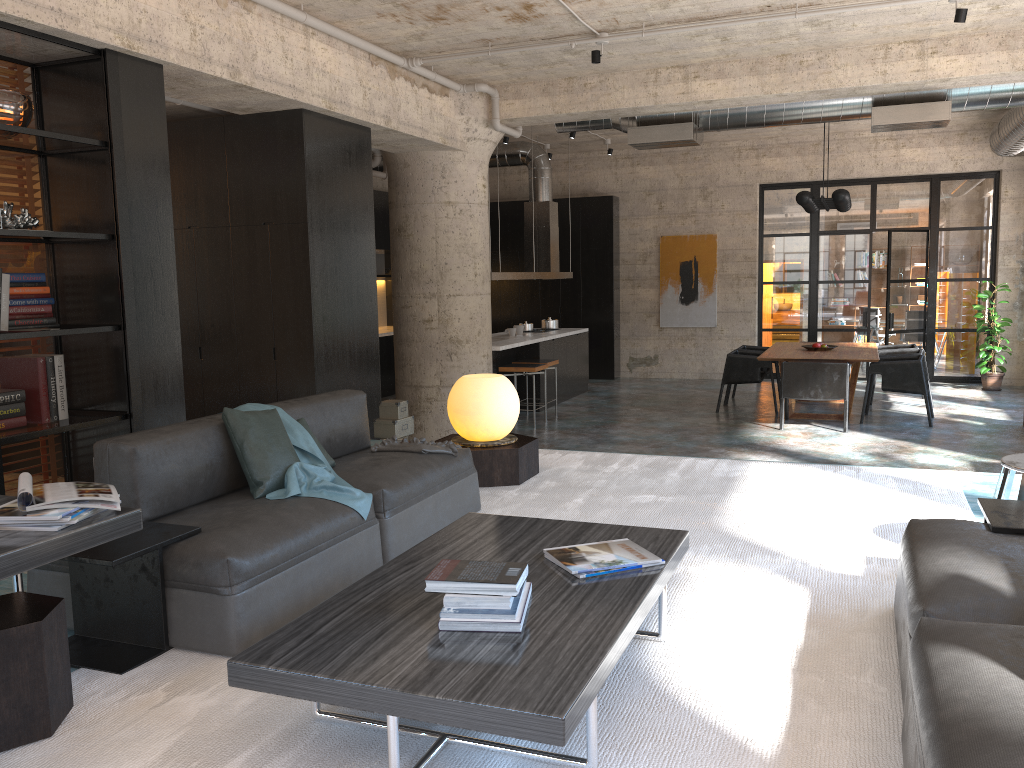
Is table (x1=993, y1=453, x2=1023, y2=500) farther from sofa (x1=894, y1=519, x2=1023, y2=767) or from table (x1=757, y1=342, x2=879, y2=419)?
table (x1=757, y1=342, x2=879, y2=419)

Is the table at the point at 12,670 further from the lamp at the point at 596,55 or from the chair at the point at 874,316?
the chair at the point at 874,316

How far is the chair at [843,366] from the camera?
9.5 meters

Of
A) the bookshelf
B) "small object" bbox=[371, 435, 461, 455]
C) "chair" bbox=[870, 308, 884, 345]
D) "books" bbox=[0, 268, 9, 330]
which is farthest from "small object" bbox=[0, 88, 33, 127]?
"chair" bbox=[870, 308, 884, 345]

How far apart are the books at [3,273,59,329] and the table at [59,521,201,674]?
2.1m

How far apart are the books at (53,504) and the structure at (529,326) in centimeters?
989cm

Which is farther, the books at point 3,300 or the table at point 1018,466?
the books at point 3,300

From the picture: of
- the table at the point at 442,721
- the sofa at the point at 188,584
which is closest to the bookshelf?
the sofa at the point at 188,584

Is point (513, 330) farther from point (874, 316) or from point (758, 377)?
point (874, 316)

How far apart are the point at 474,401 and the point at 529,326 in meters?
7.2
